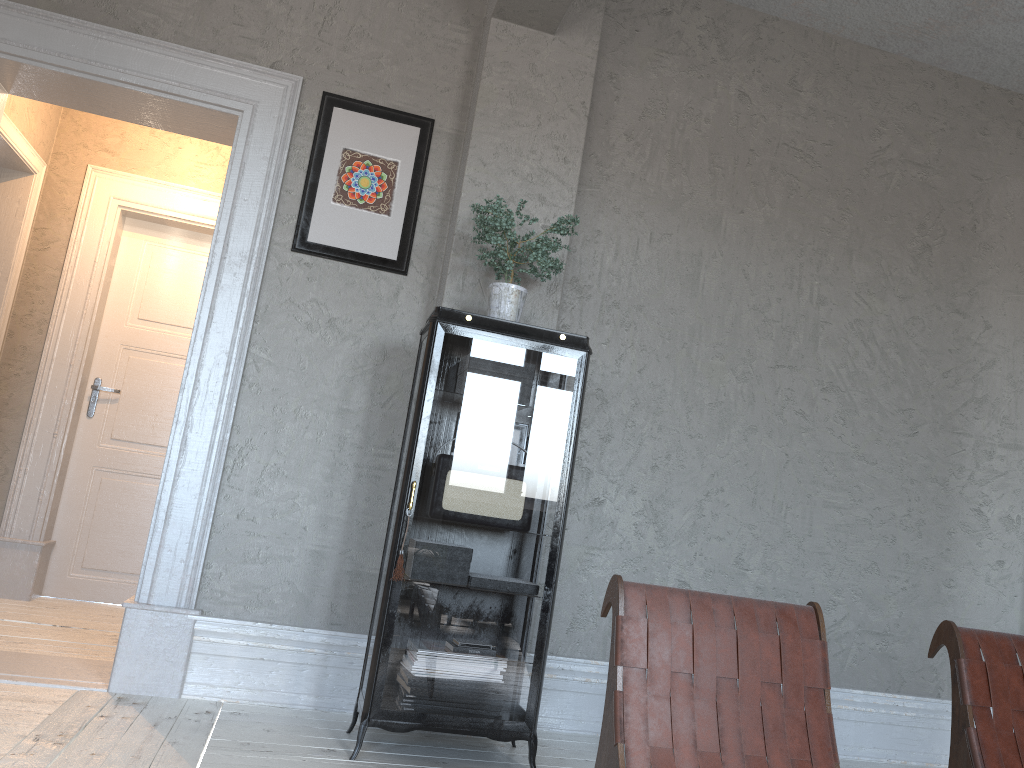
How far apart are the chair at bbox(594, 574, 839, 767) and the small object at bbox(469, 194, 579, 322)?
1.4m

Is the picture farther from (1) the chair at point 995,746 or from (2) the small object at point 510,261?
(1) the chair at point 995,746

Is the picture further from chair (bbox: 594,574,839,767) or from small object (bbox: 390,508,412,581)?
chair (bbox: 594,574,839,767)

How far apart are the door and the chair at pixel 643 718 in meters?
3.9 m

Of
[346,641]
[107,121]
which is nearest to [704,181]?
[346,641]

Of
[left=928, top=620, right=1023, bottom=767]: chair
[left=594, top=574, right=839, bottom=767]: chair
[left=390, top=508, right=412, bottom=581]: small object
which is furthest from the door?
[left=928, top=620, right=1023, bottom=767]: chair

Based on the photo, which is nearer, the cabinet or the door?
the cabinet

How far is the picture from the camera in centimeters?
355cm

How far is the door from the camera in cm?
502

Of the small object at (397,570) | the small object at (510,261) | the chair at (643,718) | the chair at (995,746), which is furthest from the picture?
the chair at (995,746)
